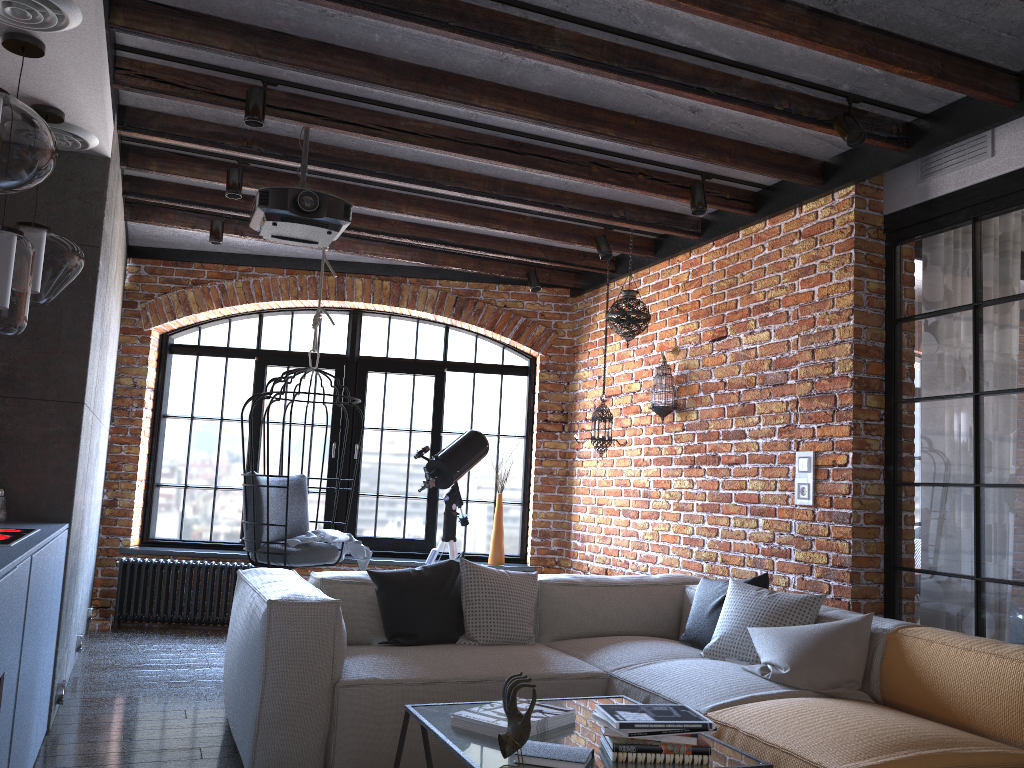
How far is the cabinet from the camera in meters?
2.2 m

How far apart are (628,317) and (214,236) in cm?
264

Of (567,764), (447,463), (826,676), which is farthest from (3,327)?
(447,463)

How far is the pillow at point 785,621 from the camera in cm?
361

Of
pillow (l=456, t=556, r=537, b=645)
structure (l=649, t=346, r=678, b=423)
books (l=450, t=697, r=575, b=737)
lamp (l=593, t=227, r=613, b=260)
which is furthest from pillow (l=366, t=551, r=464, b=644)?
→ lamp (l=593, t=227, r=613, b=260)

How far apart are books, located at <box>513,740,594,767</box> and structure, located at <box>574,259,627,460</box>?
3.3 meters

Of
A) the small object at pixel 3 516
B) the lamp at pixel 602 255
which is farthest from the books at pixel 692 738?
the lamp at pixel 602 255

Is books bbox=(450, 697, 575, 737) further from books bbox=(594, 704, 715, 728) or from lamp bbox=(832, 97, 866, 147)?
lamp bbox=(832, 97, 866, 147)

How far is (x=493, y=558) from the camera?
6.6 meters

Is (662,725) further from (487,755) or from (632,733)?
(487,755)
